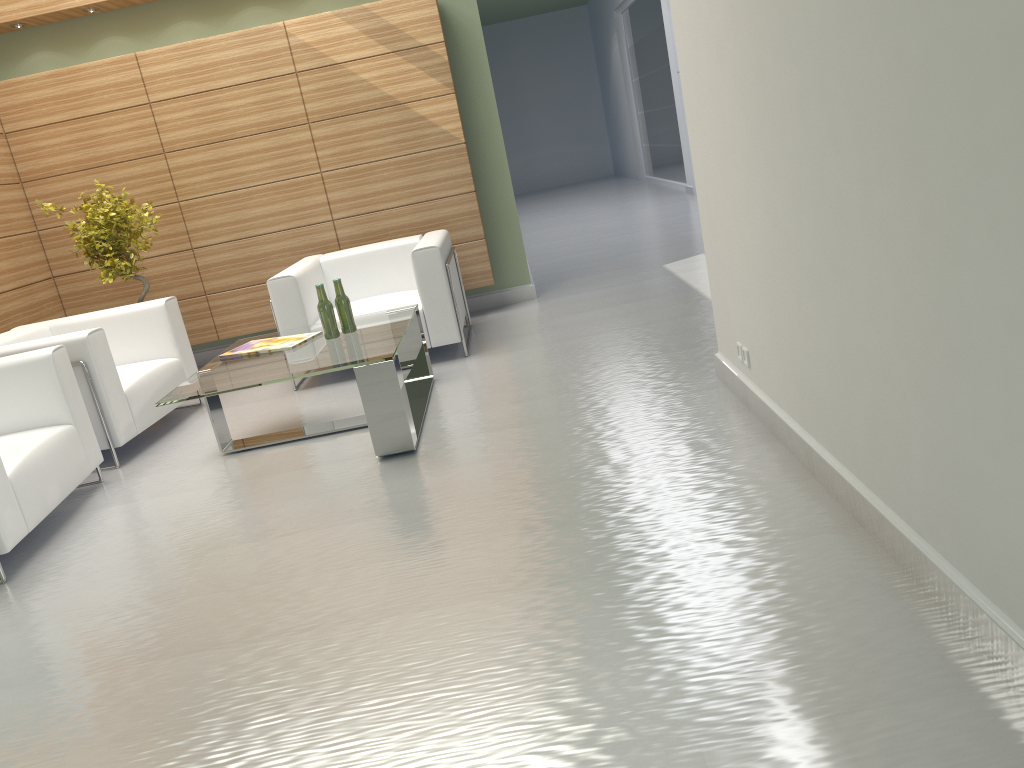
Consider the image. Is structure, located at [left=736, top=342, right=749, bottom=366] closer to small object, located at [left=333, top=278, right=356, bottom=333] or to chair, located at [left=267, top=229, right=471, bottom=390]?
small object, located at [left=333, top=278, right=356, bottom=333]

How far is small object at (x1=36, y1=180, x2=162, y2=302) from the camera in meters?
9.6 m

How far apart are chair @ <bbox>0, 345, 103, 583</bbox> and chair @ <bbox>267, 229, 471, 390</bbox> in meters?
2.3 m

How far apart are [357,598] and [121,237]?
6.8 meters

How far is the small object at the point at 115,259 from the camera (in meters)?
9.58

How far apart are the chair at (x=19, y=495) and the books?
1.2m

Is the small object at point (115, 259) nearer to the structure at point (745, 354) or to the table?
the table

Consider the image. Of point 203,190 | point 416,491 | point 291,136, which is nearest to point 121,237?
point 203,190

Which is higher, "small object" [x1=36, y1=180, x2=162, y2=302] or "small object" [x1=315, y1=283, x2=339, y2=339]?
"small object" [x1=36, y1=180, x2=162, y2=302]

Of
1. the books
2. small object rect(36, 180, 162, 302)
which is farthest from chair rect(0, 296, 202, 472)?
the books
